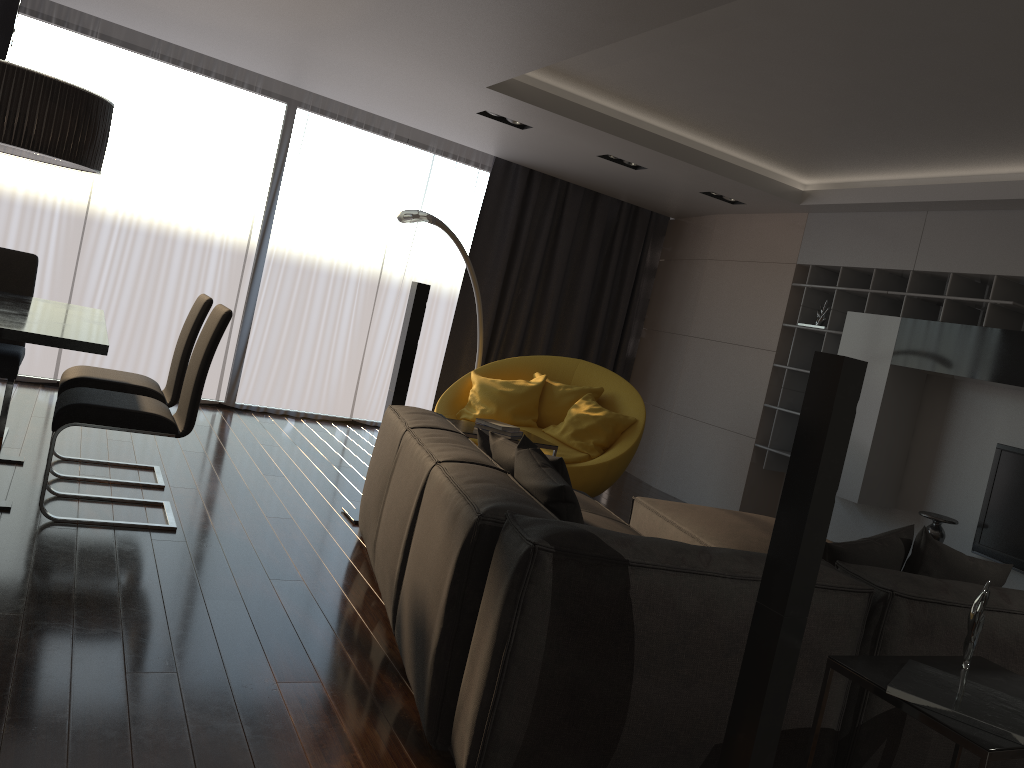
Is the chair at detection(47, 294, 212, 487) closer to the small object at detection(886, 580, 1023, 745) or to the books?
the books

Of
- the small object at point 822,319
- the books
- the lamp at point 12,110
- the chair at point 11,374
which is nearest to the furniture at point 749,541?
the books

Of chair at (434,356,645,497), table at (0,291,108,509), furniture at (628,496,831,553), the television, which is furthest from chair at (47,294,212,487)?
the television

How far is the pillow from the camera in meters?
2.7

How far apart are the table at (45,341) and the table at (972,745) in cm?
282

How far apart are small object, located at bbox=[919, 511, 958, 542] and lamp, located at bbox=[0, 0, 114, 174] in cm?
481

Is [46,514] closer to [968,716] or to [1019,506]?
[968,716]

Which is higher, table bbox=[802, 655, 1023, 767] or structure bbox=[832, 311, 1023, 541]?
structure bbox=[832, 311, 1023, 541]

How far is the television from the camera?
5.0m

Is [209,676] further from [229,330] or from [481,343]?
[229,330]
